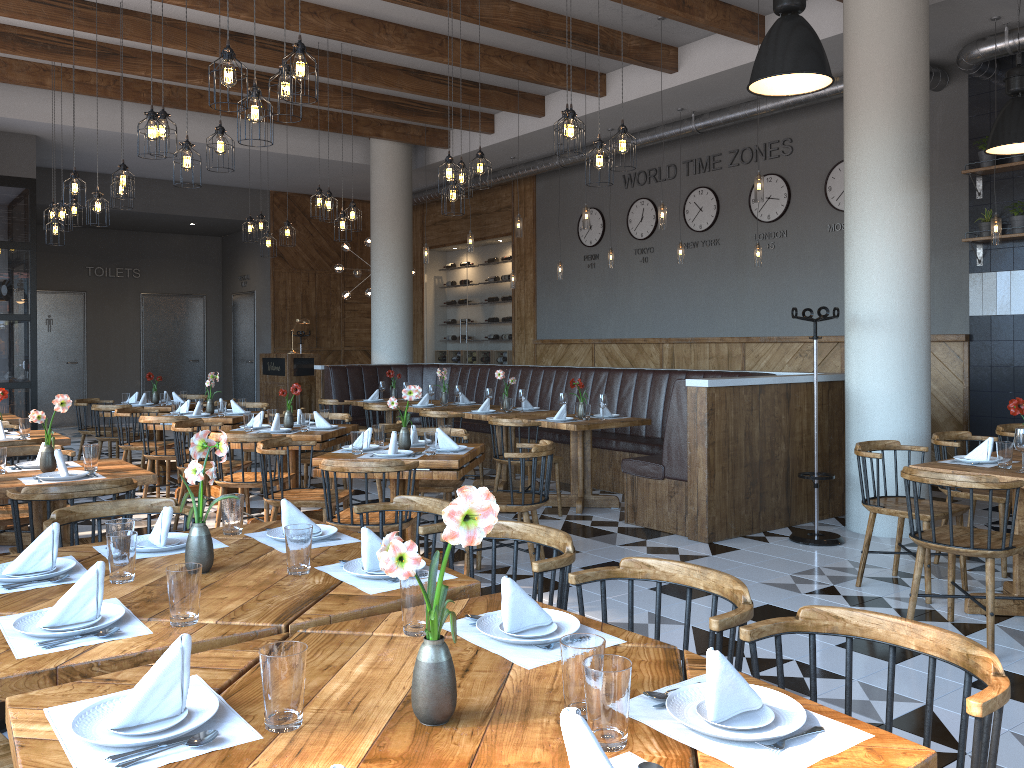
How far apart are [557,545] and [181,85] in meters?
9.3

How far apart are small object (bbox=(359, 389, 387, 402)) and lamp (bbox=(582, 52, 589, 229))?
3.1m

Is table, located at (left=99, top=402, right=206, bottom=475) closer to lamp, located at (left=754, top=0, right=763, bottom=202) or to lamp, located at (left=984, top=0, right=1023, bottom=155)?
lamp, located at (left=754, top=0, right=763, bottom=202)

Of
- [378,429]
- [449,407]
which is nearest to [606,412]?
[449,407]

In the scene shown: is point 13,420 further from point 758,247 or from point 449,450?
point 758,247

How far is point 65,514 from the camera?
3.2 meters

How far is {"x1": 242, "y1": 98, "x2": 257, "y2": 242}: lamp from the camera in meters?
10.3 m

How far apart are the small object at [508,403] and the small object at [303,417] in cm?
231

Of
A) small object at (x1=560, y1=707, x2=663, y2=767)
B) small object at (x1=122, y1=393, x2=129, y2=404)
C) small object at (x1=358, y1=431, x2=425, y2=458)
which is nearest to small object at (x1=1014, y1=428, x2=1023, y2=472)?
small object at (x1=358, y1=431, x2=425, y2=458)

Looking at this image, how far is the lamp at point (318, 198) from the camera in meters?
8.8 m
